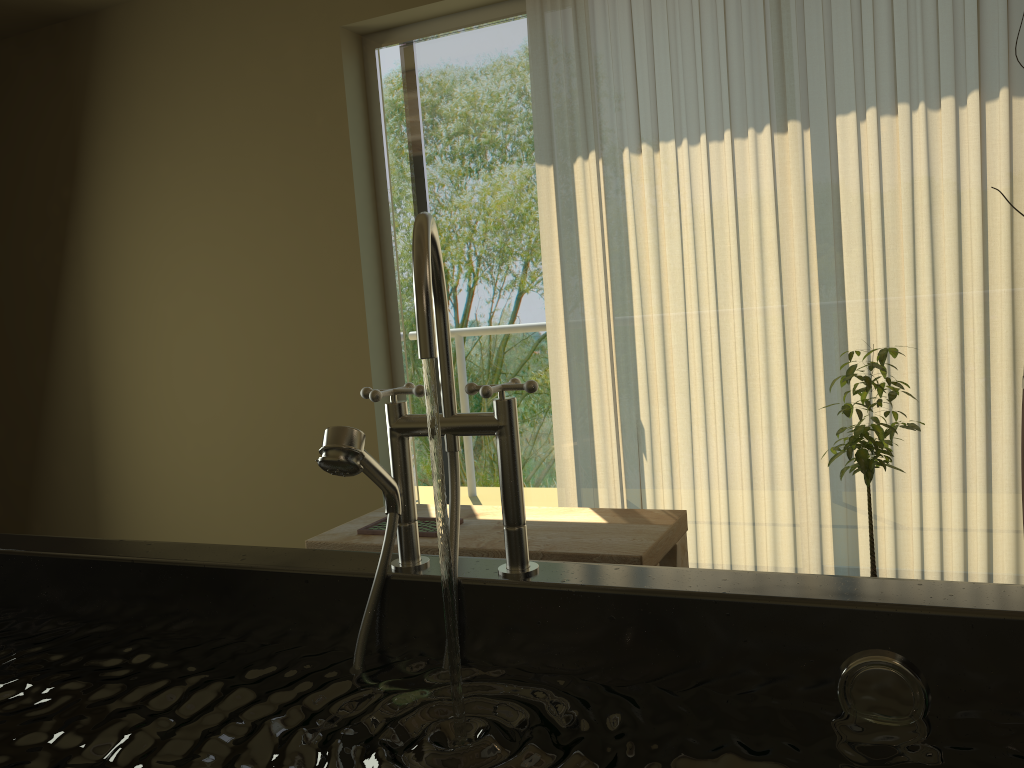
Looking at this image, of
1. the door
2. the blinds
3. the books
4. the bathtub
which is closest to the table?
the books

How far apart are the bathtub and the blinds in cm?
208

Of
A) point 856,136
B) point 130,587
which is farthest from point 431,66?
point 130,587

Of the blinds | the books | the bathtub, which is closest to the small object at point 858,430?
the blinds

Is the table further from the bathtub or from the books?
the bathtub

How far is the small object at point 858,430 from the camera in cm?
228

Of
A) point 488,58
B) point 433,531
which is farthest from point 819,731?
point 488,58

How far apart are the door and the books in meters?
0.9

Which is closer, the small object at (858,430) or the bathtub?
the bathtub

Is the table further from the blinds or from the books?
the blinds
